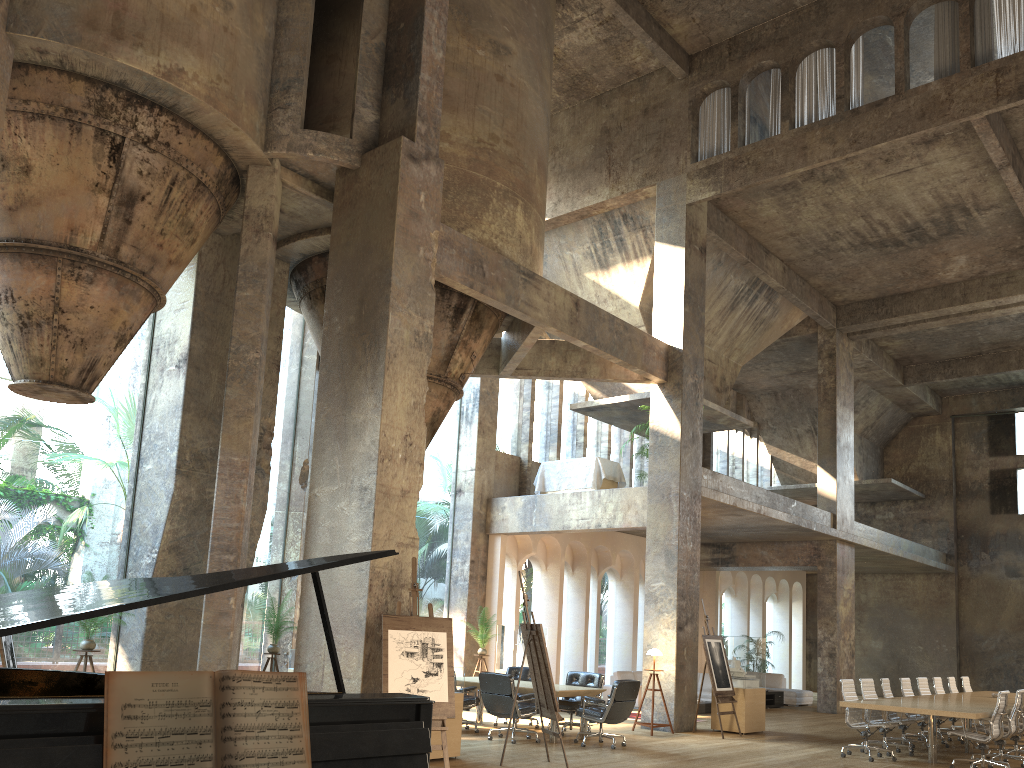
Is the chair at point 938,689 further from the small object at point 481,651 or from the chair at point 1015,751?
the small object at point 481,651

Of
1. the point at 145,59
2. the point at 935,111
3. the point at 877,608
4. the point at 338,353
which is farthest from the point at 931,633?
the point at 145,59

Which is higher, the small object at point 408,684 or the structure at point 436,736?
the small object at point 408,684

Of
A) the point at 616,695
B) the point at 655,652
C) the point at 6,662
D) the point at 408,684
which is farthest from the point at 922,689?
the point at 6,662

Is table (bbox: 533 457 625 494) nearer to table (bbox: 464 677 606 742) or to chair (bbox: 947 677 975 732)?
table (bbox: 464 677 606 742)

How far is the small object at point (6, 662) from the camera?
8.9m

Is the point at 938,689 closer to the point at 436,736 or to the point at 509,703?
the point at 509,703

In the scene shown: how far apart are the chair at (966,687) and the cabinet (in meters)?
4.30

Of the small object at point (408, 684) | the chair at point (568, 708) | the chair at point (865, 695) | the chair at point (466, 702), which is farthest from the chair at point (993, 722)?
the small object at point (408, 684)

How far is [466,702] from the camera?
11.81m
